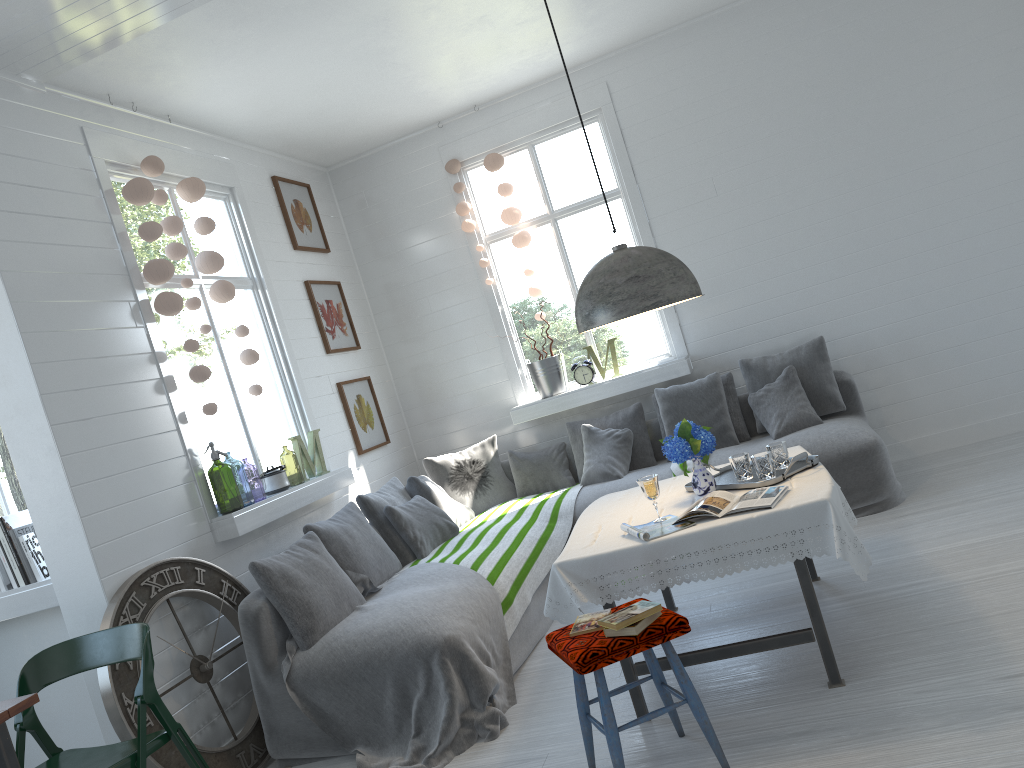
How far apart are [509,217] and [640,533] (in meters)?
4.17

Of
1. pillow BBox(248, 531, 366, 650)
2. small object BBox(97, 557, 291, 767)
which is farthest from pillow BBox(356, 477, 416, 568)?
small object BBox(97, 557, 291, 767)

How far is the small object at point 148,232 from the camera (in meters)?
4.95

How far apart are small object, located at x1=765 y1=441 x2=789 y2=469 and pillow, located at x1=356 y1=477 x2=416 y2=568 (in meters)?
2.61

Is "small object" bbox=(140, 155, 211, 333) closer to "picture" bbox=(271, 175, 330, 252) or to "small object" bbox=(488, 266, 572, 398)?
"picture" bbox=(271, 175, 330, 252)

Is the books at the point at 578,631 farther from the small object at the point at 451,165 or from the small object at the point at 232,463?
the small object at the point at 232,463

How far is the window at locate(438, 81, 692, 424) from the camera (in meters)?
7.10

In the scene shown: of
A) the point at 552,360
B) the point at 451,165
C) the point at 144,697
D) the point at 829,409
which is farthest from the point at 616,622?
the point at 451,165

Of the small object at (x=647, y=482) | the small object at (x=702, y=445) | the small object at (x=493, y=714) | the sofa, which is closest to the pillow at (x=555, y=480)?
the sofa

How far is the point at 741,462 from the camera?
4.0m
